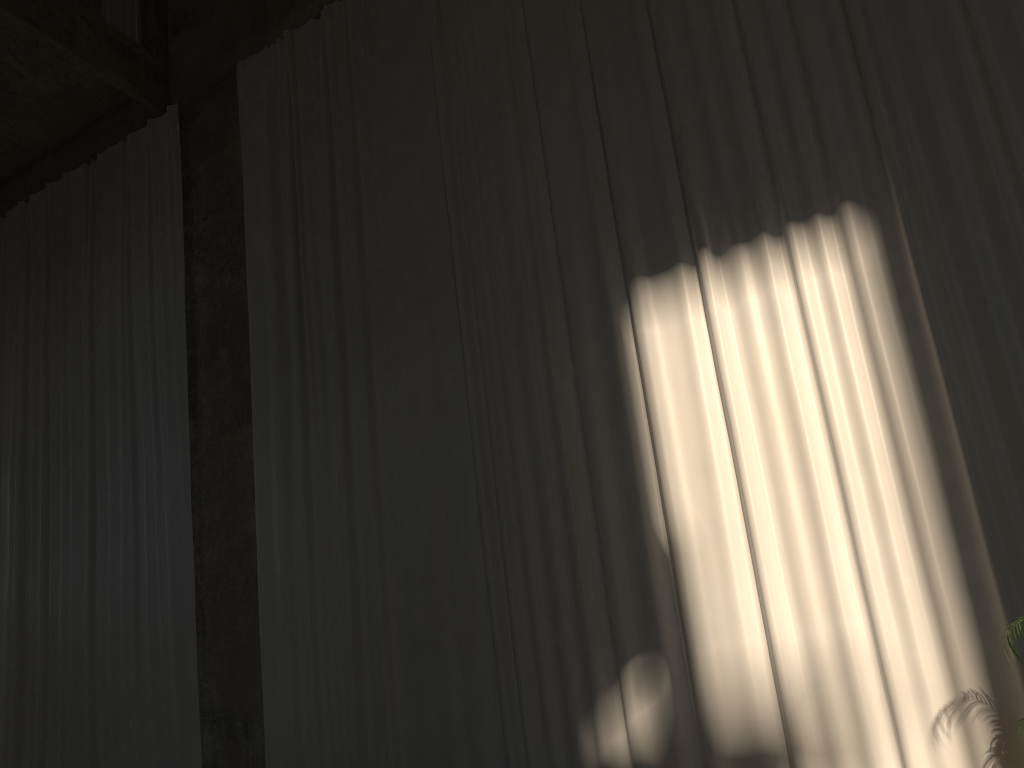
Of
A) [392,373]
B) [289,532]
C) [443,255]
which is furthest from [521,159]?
[289,532]

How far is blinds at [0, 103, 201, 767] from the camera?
8.9 meters

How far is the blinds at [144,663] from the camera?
8.89m

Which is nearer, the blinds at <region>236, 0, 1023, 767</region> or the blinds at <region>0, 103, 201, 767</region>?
the blinds at <region>236, 0, 1023, 767</region>

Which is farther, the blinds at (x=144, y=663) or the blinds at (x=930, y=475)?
the blinds at (x=144, y=663)

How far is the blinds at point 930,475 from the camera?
5.6m

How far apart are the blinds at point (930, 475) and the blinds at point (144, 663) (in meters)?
0.99

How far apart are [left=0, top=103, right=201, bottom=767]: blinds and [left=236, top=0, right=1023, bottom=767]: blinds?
1.0m
